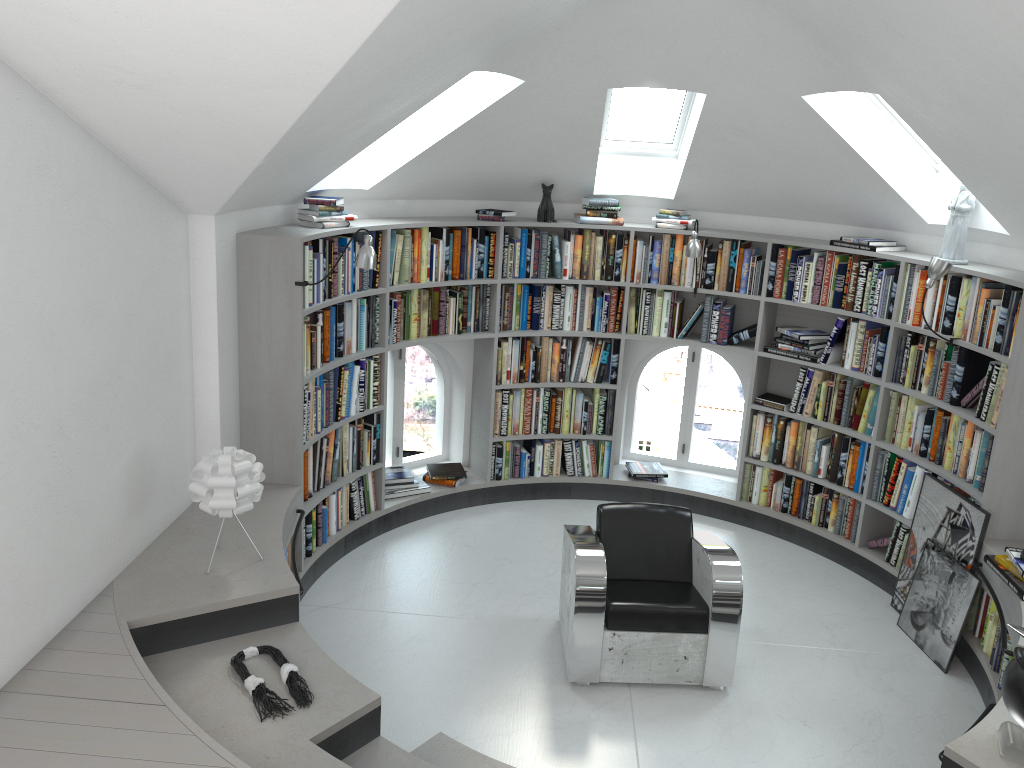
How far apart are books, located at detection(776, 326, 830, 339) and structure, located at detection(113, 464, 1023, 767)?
1.3m

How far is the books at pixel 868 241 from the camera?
5.5m

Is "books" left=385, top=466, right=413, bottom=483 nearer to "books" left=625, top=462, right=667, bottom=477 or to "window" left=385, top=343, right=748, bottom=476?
"window" left=385, top=343, right=748, bottom=476

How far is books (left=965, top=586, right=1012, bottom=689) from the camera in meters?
4.4 m

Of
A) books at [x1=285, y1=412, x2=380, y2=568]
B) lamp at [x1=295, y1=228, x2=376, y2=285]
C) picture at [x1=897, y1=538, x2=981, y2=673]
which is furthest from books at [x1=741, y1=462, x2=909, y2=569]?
lamp at [x1=295, y1=228, x2=376, y2=285]

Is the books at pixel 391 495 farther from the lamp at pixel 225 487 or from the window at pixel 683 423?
the lamp at pixel 225 487

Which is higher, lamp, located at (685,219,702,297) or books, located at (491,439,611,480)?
lamp, located at (685,219,702,297)

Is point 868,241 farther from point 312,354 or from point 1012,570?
point 312,354

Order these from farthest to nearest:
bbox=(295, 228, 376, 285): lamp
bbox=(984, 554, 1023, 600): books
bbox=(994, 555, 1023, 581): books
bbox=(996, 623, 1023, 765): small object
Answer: bbox=(295, 228, 376, 285): lamp → bbox=(994, 555, 1023, 581): books → bbox=(984, 554, 1023, 600): books → bbox=(996, 623, 1023, 765): small object

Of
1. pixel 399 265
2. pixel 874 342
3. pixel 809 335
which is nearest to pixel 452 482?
pixel 399 265
